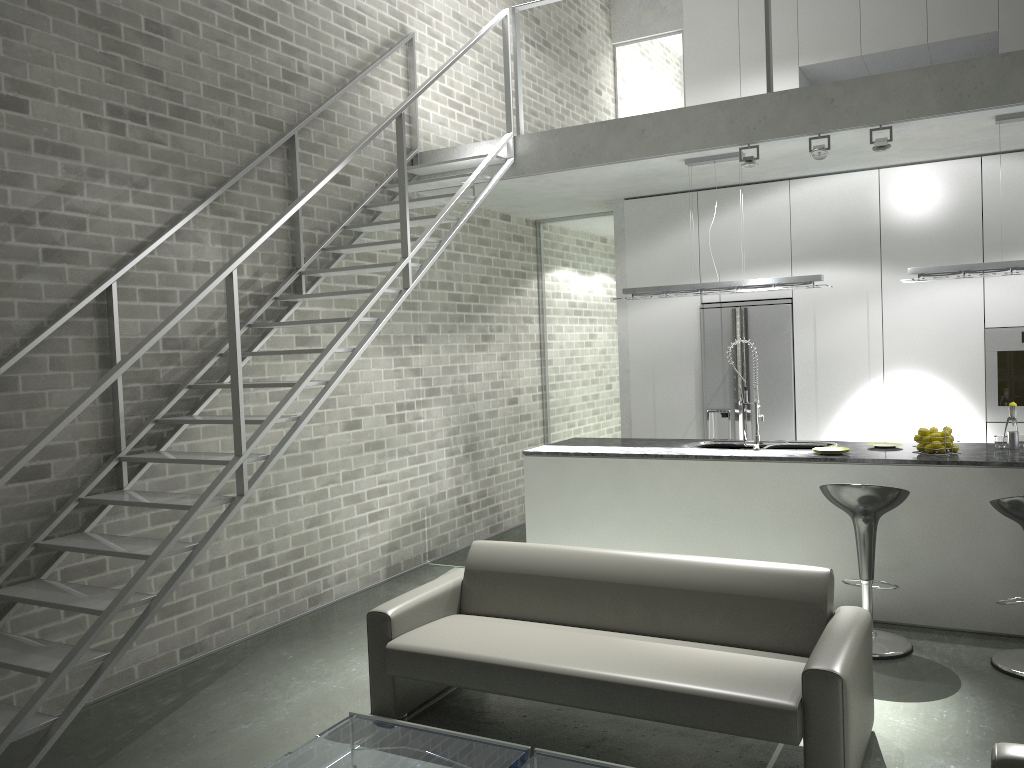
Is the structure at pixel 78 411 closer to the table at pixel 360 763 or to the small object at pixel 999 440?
the table at pixel 360 763

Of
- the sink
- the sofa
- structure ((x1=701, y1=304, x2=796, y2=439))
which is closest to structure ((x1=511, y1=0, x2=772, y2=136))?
structure ((x1=701, y1=304, x2=796, y2=439))

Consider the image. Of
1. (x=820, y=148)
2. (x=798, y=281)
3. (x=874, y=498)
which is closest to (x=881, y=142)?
(x=820, y=148)

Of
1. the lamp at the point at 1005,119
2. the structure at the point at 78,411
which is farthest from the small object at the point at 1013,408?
the structure at the point at 78,411

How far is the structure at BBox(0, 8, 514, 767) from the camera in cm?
344

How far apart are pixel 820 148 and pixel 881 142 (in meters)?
0.36

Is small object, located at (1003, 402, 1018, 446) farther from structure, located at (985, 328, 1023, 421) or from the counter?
structure, located at (985, 328, 1023, 421)

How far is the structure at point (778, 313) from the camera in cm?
722

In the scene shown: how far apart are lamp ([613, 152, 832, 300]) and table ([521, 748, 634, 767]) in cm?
378

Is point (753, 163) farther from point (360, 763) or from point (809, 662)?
point (360, 763)
